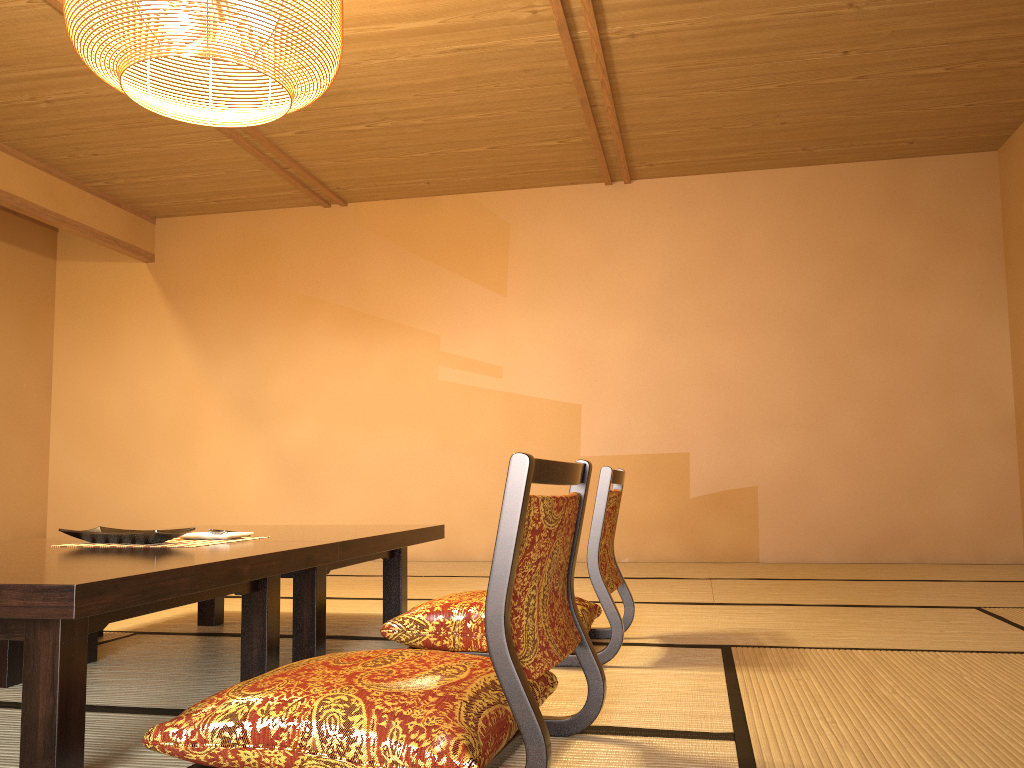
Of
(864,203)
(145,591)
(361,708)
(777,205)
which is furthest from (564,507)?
(864,203)

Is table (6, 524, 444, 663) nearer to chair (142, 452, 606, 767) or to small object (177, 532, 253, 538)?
small object (177, 532, 253, 538)

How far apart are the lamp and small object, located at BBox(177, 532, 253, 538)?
1.3 meters

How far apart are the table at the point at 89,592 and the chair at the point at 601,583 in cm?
35

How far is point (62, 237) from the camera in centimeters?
675cm

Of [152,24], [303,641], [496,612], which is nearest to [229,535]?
[303,641]

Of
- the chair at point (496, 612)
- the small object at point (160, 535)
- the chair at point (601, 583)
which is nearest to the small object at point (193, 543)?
the small object at point (160, 535)

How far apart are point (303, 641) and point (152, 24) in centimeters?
171cm

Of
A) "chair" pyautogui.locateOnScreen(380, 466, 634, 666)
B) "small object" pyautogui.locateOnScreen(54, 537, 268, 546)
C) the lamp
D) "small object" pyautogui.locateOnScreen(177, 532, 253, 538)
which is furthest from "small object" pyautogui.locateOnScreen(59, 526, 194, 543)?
the lamp

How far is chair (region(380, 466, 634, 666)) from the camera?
2.4 meters
